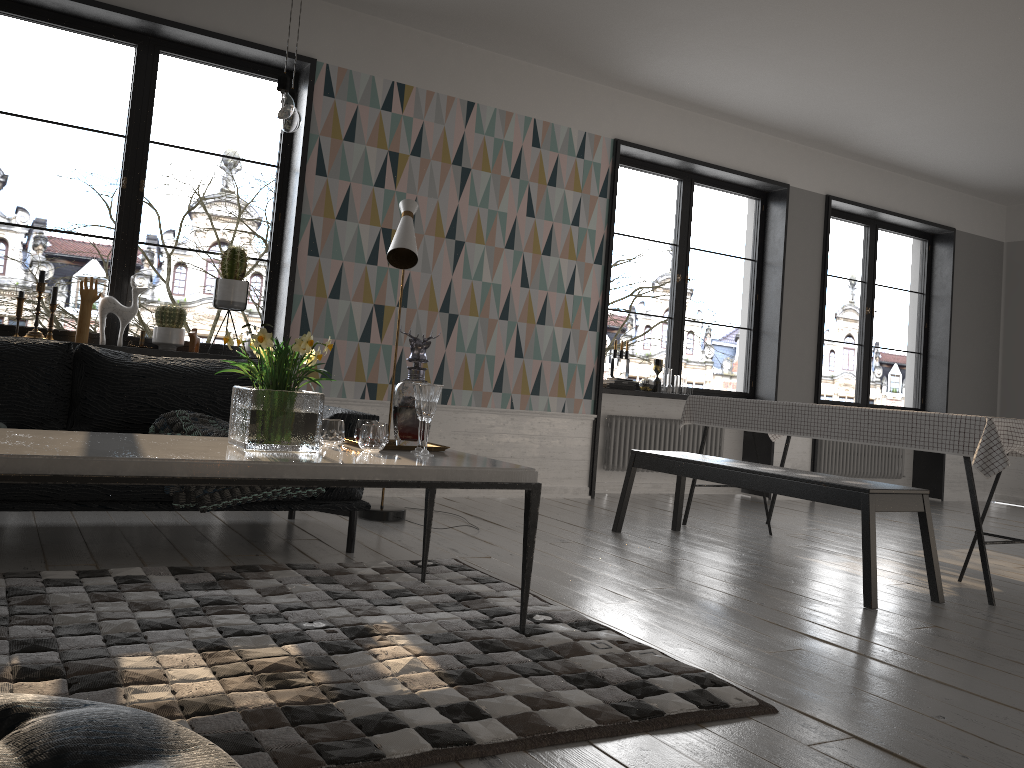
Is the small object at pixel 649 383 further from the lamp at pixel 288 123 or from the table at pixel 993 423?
the lamp at pixel 288 123

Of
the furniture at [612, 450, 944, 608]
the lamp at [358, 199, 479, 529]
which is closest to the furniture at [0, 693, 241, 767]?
the furniture at [612, 450, 944, 608]

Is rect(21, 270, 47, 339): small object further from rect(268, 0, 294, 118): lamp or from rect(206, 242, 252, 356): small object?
rect(268, 0, 294, 118): lamp

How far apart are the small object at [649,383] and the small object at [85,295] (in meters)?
3.26

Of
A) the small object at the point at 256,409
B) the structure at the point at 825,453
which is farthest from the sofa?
Result: the structure at the point at 825,453

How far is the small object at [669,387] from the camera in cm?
682

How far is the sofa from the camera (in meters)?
3.20

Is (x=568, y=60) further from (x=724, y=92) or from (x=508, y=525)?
(x=508, y=525)

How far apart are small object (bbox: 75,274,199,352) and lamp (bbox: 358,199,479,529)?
1.31m

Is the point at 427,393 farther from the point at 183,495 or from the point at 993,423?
the point at 993,423
